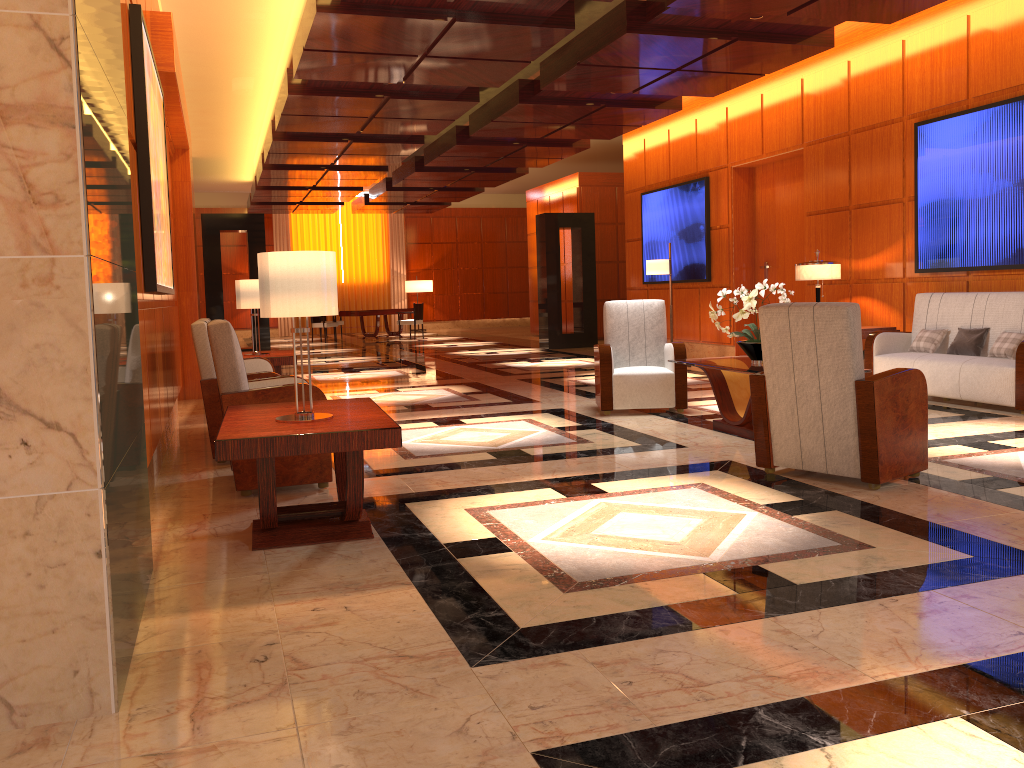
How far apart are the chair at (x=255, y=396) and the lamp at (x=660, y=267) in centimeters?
701cm

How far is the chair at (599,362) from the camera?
7.5m

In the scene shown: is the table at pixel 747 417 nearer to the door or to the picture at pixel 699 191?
the door

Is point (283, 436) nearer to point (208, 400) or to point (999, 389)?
point (208, 400)

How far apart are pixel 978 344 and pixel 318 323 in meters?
Answer: 16.4

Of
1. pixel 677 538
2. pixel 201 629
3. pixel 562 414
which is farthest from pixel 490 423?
pixel 201 629

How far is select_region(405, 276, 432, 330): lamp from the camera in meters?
26.0 m

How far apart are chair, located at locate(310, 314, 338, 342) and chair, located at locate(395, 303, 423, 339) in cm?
217

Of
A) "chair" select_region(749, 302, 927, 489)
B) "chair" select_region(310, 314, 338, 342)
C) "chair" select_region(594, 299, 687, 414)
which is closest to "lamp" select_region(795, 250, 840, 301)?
"chair" select_region(594, 299, 687, 414)

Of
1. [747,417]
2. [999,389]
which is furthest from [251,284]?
[999,389]
